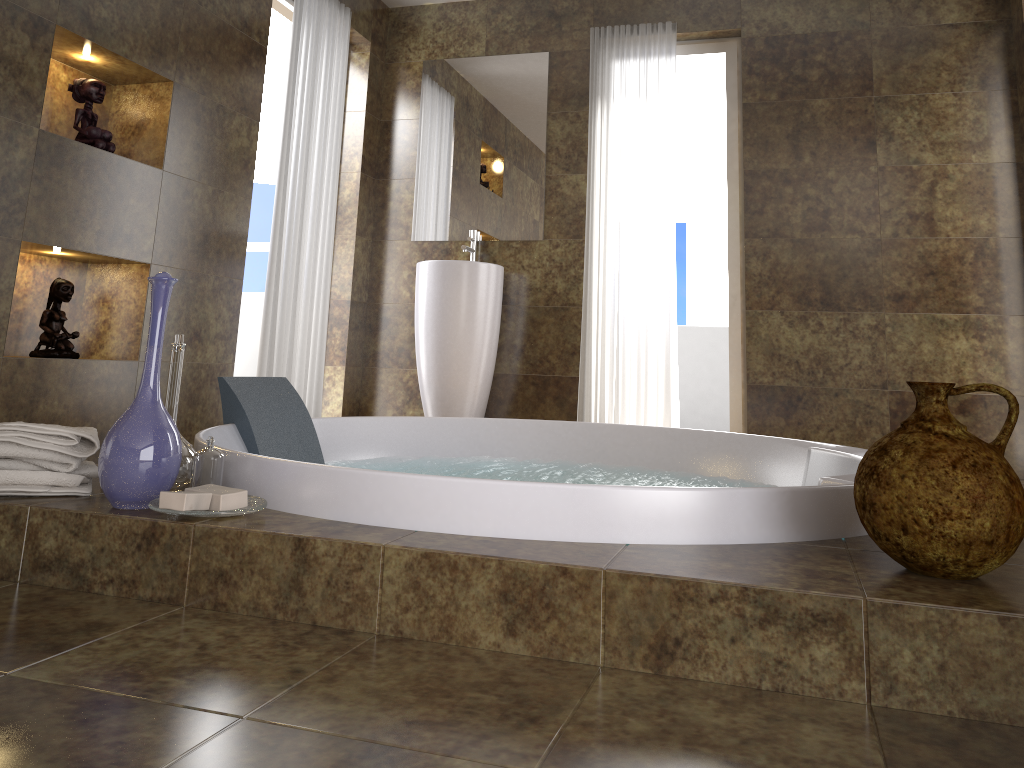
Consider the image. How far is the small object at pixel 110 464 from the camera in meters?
1.5

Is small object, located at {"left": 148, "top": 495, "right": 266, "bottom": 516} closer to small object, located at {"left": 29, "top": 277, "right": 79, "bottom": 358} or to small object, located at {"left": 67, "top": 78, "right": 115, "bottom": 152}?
small object, located at {"left": 29, "top": 277, "right": 79, "bottom": 358}

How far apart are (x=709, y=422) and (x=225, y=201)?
4.4m

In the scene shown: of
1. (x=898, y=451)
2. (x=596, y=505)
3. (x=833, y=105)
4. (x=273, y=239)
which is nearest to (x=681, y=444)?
(x=596, y=505)

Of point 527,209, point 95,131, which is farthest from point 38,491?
point 527,209

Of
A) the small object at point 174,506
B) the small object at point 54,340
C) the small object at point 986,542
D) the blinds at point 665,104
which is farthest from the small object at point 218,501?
the blinds at point 665,104

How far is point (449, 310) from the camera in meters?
4.3 m

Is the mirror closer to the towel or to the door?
the door

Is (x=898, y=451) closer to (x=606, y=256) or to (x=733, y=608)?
Result: (x=733, y=608)

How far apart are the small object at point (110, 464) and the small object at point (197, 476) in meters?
0.1
